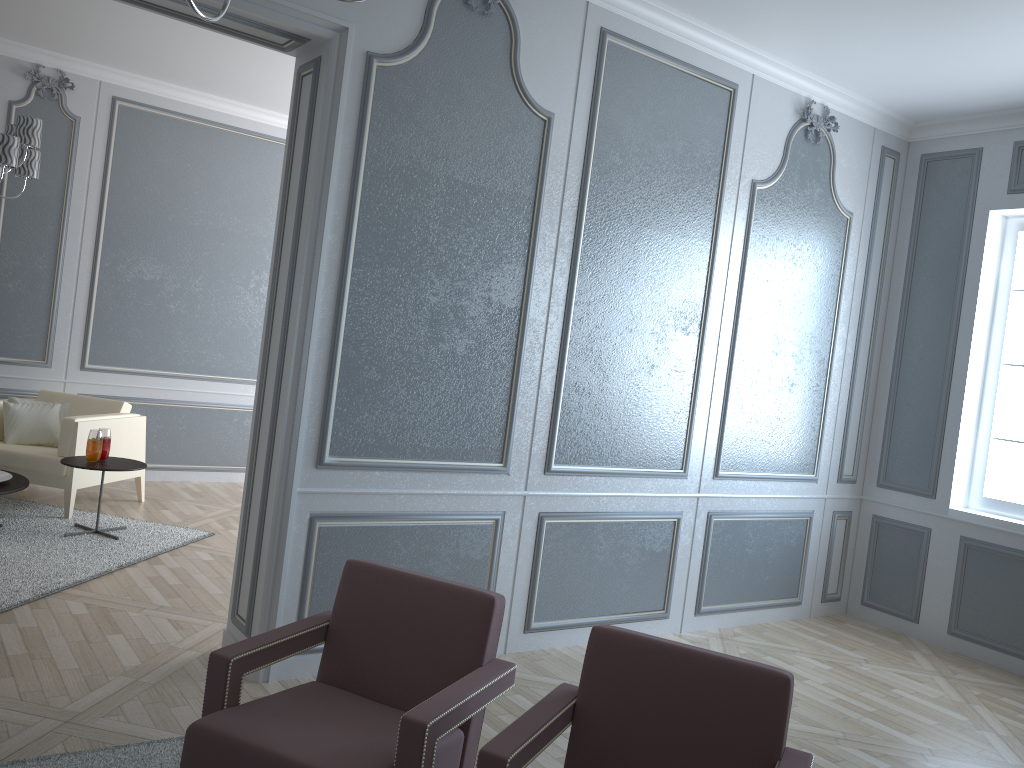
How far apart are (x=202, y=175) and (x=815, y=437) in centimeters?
447cm

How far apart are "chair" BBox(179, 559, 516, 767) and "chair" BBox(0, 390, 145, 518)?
3.2m

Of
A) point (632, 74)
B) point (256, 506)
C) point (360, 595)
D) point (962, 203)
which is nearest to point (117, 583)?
point (256, 506)

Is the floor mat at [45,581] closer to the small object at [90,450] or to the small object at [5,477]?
the small object at [5,477]

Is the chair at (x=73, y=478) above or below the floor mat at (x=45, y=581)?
above

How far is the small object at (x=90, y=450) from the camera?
4.6m

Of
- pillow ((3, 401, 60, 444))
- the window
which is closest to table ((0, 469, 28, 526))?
pillow ((3, 401, 60, 444))

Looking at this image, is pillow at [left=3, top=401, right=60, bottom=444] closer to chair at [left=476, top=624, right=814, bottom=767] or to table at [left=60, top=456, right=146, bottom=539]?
table at [left=60, top=456, right=146, bottom=539]

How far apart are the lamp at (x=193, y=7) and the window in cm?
430

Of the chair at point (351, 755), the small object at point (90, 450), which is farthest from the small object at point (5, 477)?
the chair at point (351, 755)
